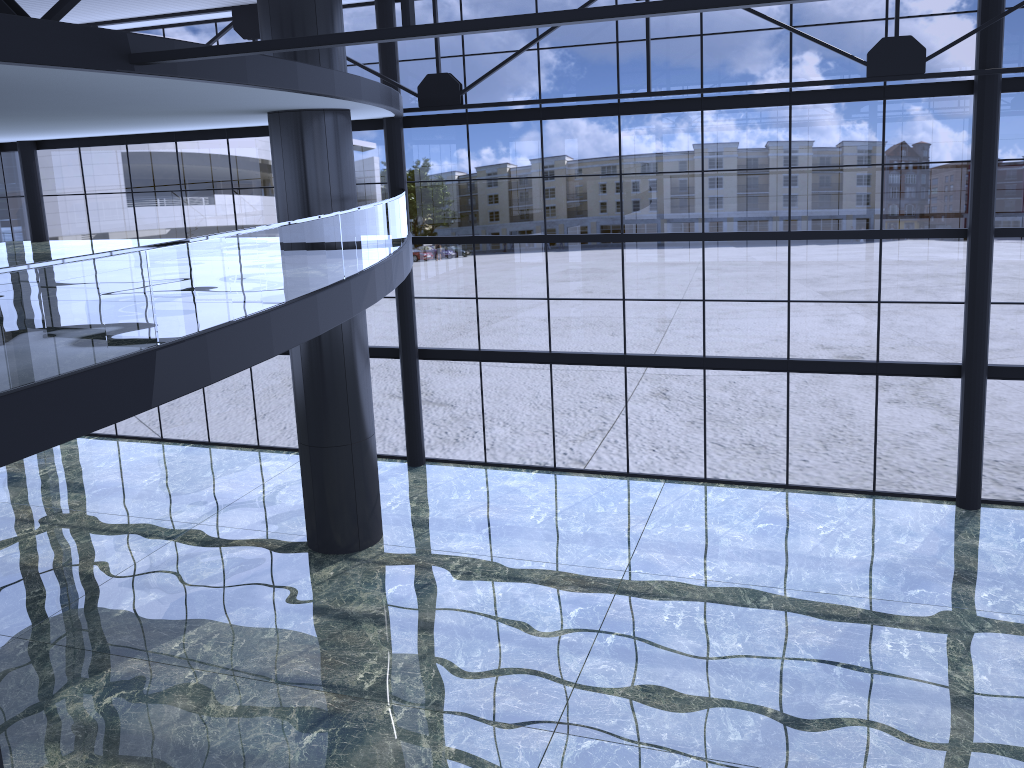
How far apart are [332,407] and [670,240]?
8.6 meters
